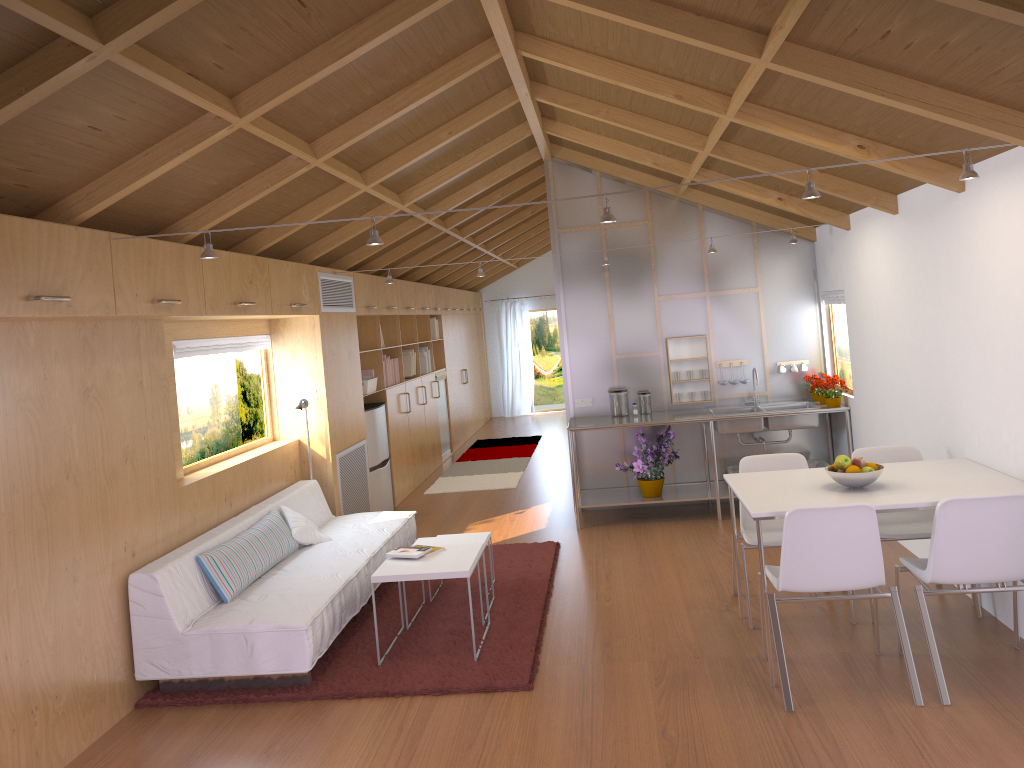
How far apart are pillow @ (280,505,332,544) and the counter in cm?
220

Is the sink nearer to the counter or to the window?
the counter

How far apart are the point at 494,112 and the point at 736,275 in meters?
2.8 m

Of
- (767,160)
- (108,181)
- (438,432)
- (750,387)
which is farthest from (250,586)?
(438,432)

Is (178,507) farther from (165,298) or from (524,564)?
(524,564)

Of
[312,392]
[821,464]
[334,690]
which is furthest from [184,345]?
[821,464]

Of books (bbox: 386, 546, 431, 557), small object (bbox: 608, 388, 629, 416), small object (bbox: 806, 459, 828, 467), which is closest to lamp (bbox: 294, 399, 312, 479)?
books (bbox: 386, 546, 431, 557)

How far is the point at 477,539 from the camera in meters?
5.2 m

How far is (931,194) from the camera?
4.6 meters

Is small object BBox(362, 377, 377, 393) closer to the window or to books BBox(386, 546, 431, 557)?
the window
